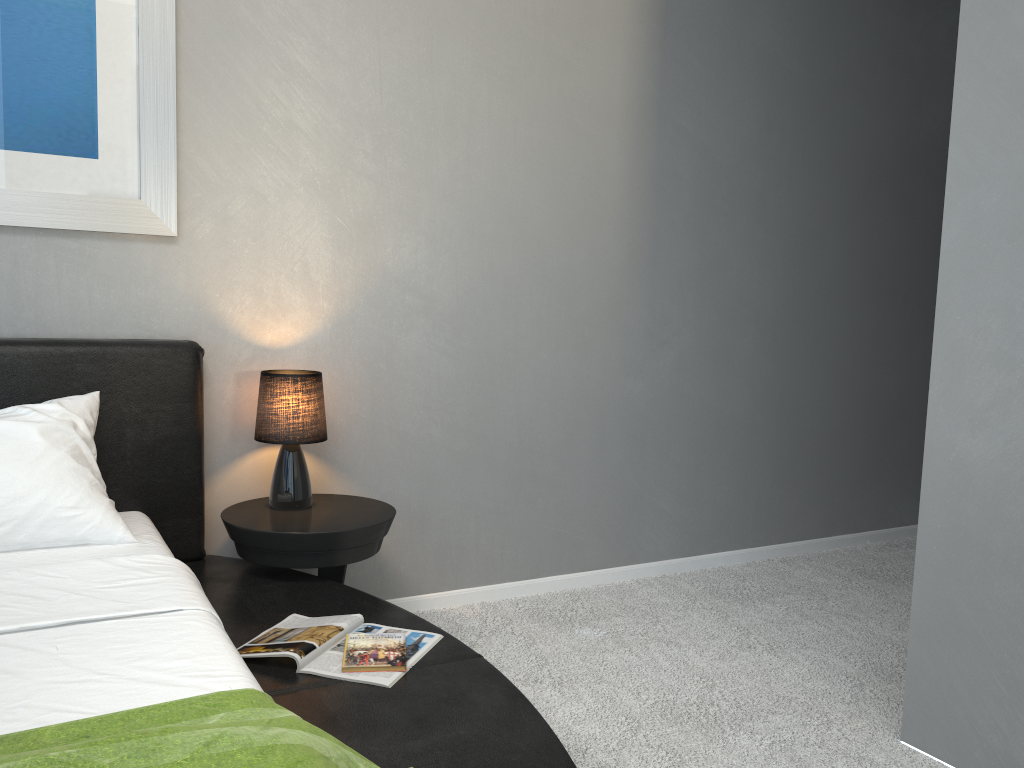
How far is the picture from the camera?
2.3 meters

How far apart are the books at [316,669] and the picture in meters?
1.2

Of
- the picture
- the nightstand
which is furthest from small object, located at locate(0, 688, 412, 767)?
the picture

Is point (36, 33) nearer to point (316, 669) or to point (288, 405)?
point (288, 405)

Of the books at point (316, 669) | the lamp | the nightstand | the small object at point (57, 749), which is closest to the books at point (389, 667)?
the books at point (316, 669)

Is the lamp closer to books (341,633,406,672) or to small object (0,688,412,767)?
books (341,633,406,672)

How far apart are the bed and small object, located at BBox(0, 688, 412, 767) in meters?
0.0 m

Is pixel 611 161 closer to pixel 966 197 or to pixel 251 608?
pixel 966 197

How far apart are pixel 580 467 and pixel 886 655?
1.21m

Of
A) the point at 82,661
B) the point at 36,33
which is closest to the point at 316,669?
the point at 82,661
